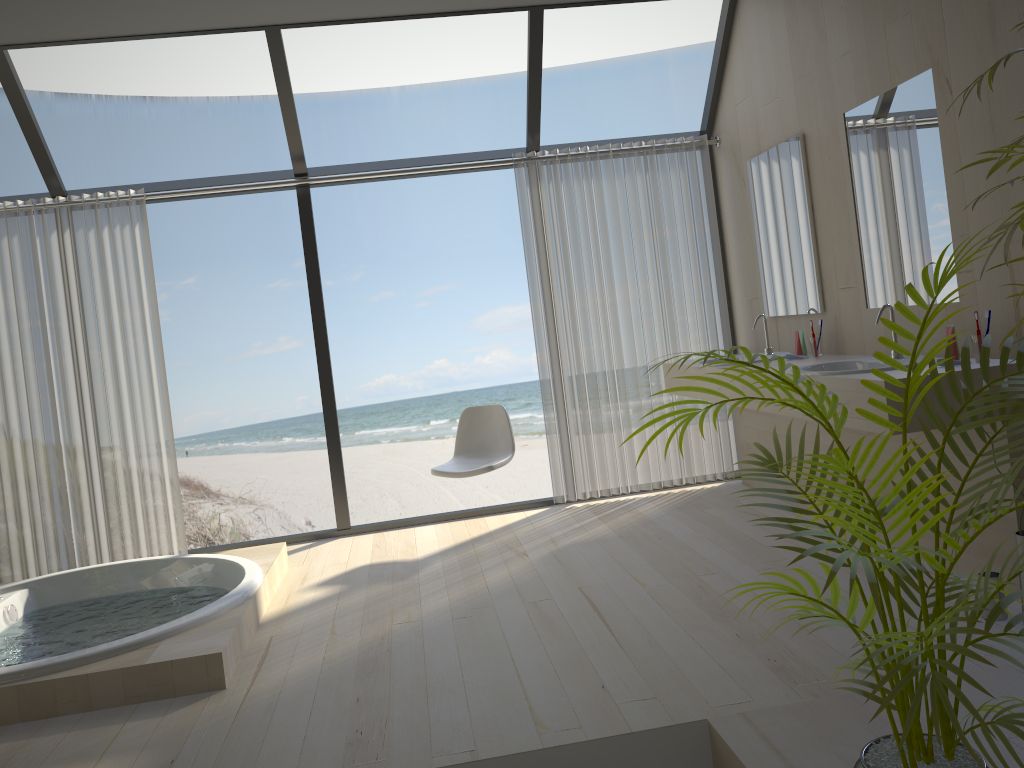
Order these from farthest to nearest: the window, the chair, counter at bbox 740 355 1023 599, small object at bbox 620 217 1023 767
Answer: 1. the chair
2. the window
3. counter at bbox 740 355 1023 599
4. small object at bbox 620 217 1023 767

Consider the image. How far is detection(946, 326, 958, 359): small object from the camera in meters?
3.1

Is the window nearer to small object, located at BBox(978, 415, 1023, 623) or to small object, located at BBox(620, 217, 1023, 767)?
small object, located at BBox(978, 415, 1023, 623)

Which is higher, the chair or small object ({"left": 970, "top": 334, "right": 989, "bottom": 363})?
small object ({"left": 970, "top": 334, "right": 989, "bottom": 363})

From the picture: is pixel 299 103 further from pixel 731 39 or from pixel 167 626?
pixel 167 626

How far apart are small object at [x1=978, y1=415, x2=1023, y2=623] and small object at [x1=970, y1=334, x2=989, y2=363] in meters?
0.6

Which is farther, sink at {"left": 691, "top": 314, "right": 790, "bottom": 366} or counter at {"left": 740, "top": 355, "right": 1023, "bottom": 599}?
sink at {"left": 691, "top": 314, "right": 790, "bottom": 366}

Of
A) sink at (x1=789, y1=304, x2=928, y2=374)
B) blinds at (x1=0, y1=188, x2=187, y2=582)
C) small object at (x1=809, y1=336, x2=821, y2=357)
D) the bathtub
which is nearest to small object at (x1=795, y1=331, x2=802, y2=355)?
small object at (x1=809, y1=336, x2=821, y2=357)

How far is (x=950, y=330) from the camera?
3.07m

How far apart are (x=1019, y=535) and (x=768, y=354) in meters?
2.0
